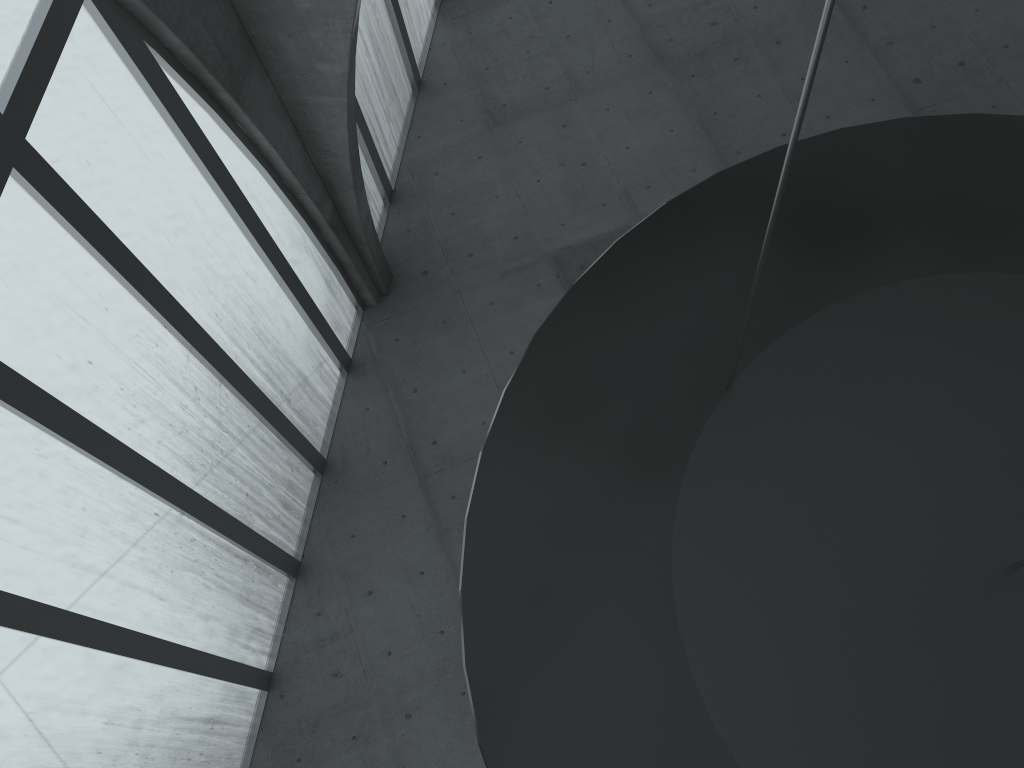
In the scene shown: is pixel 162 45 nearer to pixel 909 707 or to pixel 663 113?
pixel 909 707

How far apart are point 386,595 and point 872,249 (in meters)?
18.01
